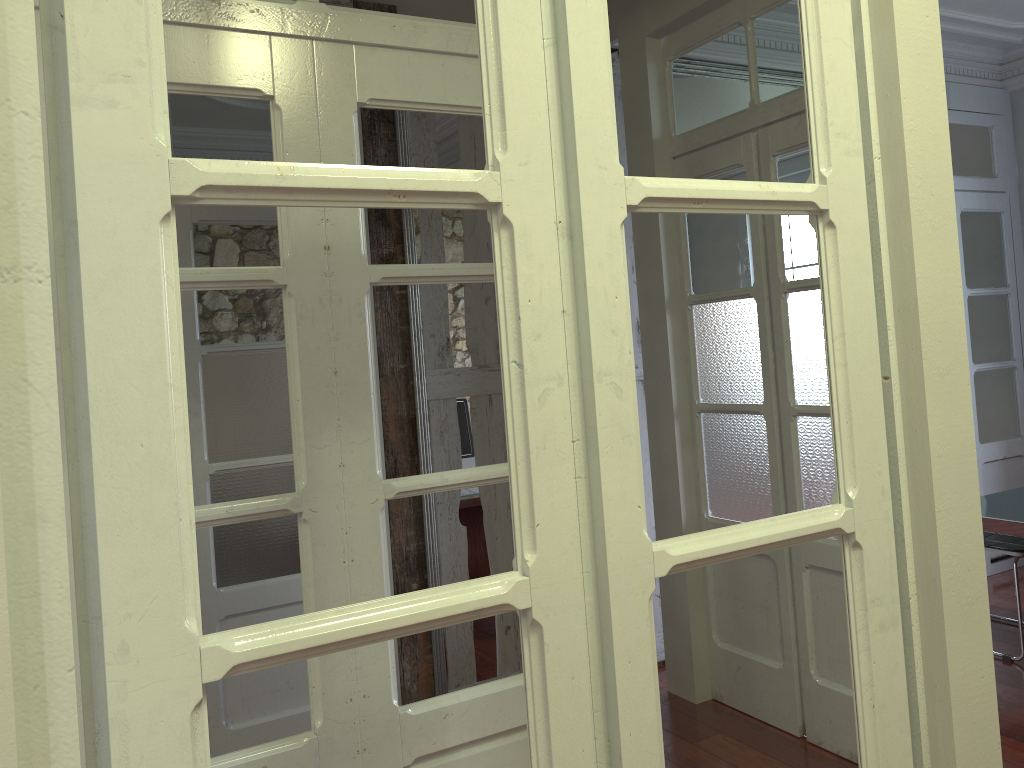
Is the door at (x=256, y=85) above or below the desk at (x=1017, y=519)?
above

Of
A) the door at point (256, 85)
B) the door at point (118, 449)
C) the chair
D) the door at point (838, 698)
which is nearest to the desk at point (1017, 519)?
the chair

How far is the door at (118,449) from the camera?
0.8 meters

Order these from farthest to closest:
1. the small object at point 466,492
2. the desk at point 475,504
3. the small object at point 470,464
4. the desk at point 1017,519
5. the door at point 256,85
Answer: the small object at point 470,464 → the small object at point 466,492 → the desk at point 475,504 → the desk at point 1017,519 → the door at point 256,85

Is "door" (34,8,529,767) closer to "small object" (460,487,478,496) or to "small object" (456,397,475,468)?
"small object" (460,487,478,496)

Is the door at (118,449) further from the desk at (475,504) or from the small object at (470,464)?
the small object at (470,464)

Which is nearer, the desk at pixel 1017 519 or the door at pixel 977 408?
the desk at pixel 1017 519

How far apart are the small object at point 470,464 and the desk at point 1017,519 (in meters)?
2.45

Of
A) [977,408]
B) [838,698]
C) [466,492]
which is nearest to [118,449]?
[838,698]

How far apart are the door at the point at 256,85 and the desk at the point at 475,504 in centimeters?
248cm
